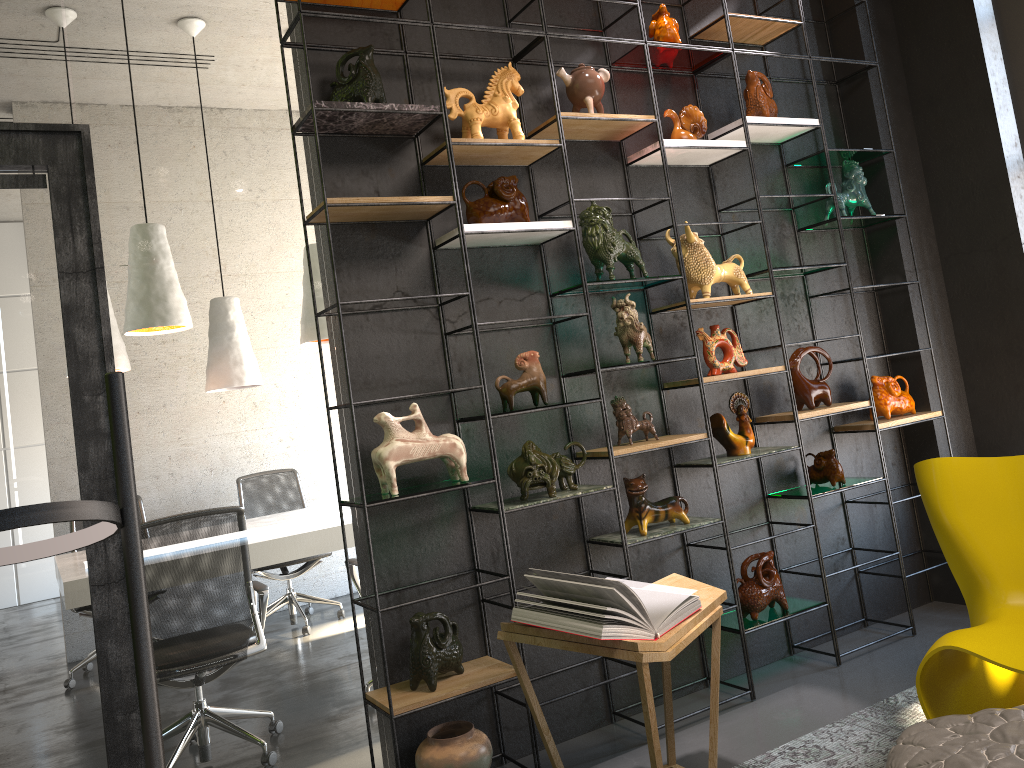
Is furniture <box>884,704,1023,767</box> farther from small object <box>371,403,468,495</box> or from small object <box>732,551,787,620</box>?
small object <box>371,403,468,495</box>

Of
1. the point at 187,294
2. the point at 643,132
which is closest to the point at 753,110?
the point at 643,132

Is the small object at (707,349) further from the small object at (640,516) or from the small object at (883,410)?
the small object at (883,410)

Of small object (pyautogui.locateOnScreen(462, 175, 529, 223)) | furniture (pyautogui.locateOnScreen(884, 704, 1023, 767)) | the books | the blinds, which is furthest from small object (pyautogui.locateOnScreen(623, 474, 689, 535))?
the blinds

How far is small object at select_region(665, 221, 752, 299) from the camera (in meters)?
3.77

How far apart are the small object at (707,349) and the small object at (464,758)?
1.77m

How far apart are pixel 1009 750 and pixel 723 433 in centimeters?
187cm

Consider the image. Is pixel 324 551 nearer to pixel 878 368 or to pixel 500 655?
pixel 500 655

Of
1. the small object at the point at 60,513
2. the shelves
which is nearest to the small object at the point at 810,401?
the shelves

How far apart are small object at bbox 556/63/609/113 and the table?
1.9 meters
